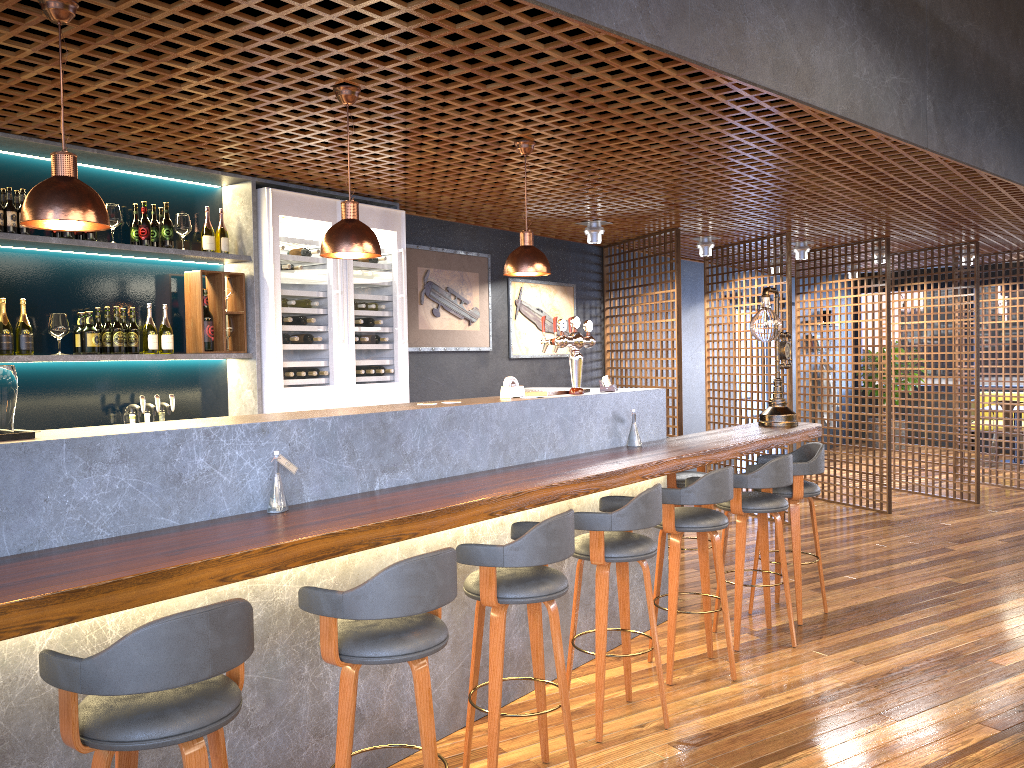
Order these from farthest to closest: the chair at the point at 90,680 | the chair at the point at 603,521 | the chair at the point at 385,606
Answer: the chair at the point at 603,521
the chair at the point at 385,606
the chair at the point at 90,680

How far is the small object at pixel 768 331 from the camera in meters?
5.8 m

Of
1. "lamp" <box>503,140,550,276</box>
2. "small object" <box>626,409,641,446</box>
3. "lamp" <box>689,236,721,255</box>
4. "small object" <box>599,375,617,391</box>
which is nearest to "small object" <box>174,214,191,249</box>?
"lamp" <box>503,140,550,276</box>

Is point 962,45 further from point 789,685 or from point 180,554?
point 180,554

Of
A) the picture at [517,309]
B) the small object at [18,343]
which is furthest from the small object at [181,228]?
the picture at [517,309]

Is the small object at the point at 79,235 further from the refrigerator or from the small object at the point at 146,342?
the refrigerator

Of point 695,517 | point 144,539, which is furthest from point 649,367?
point 144,539

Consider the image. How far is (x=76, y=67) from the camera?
3.32m

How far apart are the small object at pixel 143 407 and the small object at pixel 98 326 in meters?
0.5

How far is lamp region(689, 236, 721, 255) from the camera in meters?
8.4
